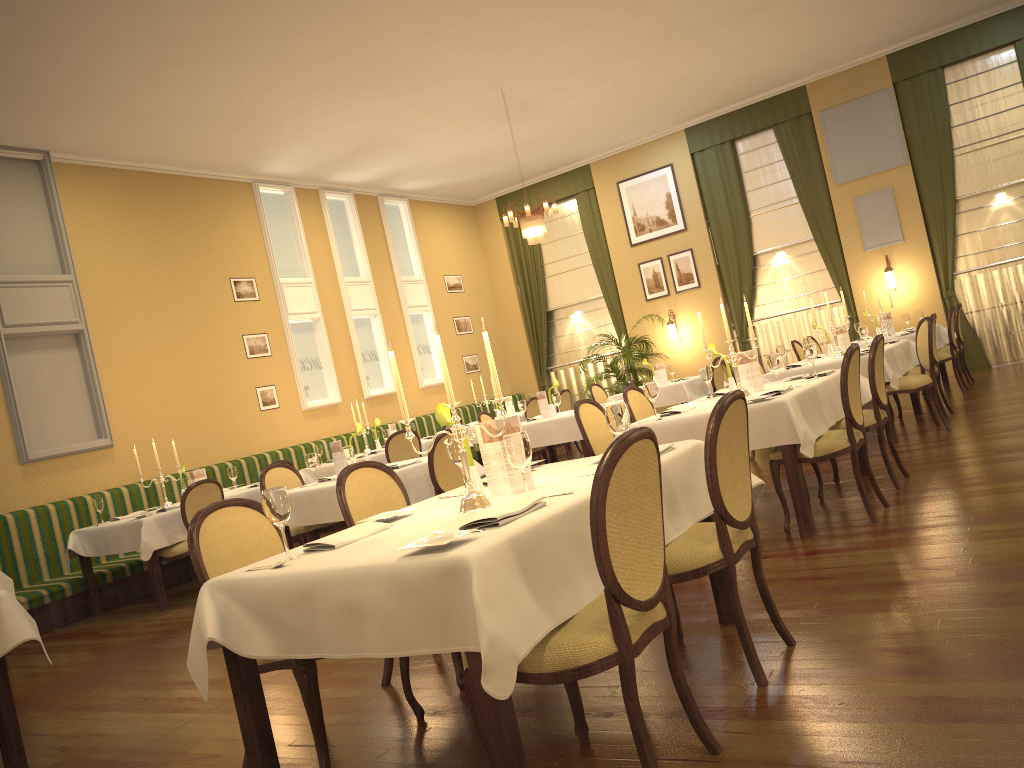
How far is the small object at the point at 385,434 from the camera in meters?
9.9 m

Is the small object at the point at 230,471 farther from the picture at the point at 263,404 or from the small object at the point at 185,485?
the picture at the point at 263,404

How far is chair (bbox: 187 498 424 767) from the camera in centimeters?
286cm

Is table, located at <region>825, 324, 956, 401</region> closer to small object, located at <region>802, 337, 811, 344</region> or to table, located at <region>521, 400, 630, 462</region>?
small object, located at <region>802, 337, 811, 344</region>

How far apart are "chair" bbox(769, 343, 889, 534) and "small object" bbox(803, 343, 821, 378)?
0.77m

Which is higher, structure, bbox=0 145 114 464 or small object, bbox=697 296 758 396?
structure, bbox=0 145 114 464

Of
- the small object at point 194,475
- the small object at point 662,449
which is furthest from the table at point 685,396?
the small object at point 662,449

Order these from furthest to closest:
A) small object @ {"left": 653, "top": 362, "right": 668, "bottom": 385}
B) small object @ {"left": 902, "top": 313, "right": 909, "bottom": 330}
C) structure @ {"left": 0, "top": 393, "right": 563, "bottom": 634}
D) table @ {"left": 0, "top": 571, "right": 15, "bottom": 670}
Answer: small object @ {"left": 653, "top": 362, "right": 668, "bottom": 385} < small object @ {"left": 902, "top": 313, "right": 909, "bottom": 330} < structure @ {"left": 0, "top": 393, "right": 563, "bottom": 634} < table @ {"left": 0, "top": 571, "right": 15, "bottom": 670}

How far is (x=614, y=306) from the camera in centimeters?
1444cm

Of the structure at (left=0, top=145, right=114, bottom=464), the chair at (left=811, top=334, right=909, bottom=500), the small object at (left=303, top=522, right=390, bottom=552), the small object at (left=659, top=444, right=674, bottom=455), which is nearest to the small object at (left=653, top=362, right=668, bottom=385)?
the chair at (left=811, top=334, right=909, bottom=500)
